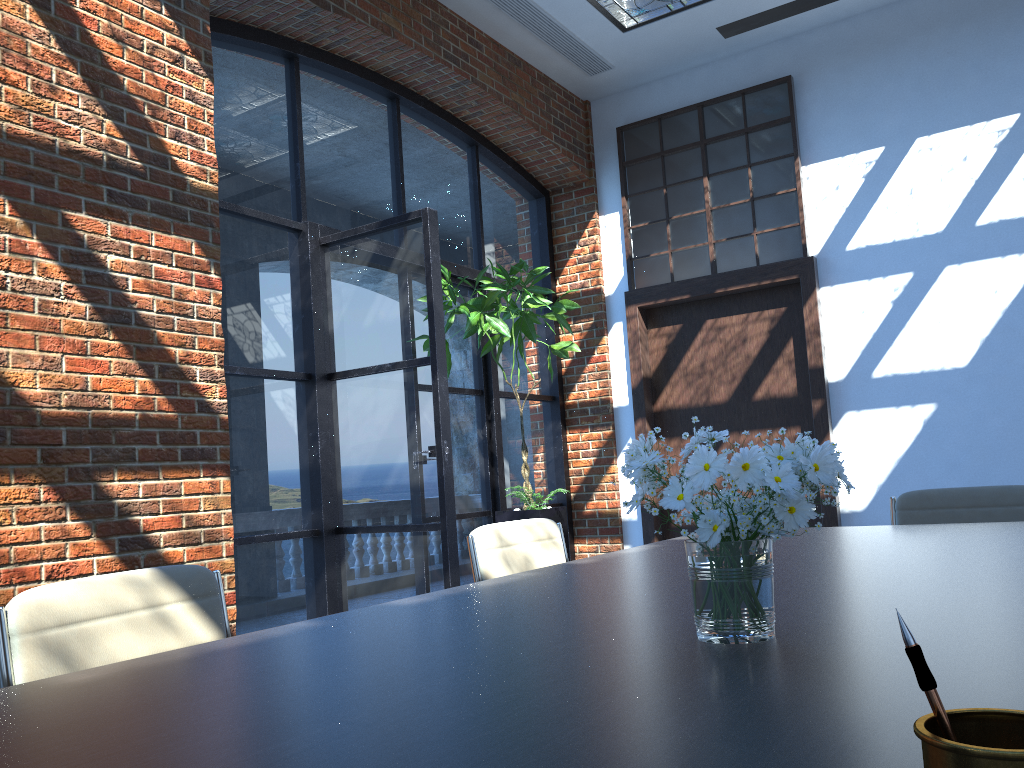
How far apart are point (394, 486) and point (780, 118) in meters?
3.8 m

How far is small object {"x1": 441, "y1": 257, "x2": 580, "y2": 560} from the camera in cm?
528

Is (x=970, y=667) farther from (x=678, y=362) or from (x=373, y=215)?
(x=678, y=362)

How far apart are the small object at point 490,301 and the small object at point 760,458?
3.9 meters

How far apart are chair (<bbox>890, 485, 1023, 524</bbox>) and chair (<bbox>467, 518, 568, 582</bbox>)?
1.32m

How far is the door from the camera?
6.0m

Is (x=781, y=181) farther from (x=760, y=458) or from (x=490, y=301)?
(x=760, y=458)

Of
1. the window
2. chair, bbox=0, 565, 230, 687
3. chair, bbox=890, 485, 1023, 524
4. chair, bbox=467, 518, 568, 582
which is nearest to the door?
the window

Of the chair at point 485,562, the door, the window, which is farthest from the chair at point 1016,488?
the window

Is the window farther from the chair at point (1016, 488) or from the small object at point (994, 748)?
the small object at point (994, 748)
